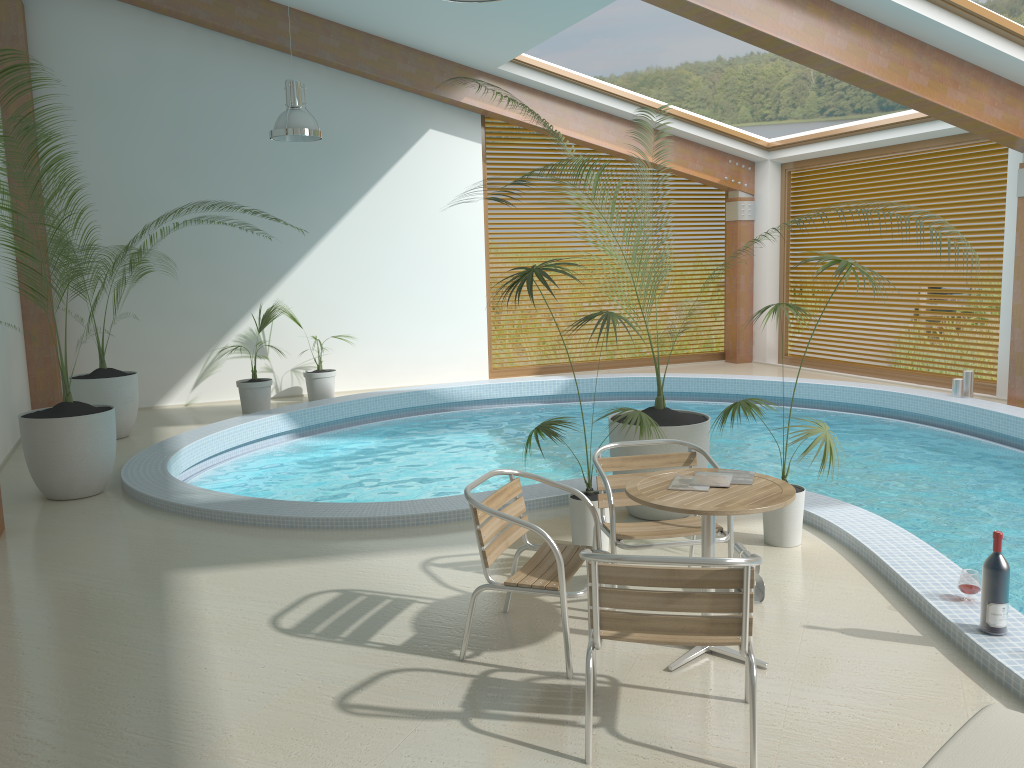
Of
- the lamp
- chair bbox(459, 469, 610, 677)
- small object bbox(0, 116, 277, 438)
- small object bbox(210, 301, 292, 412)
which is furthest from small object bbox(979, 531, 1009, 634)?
small object bbox(210, 301, 292, 412)

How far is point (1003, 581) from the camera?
3.7 meters

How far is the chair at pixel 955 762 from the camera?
2.2 meters

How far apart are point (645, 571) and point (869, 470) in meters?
5.7 m

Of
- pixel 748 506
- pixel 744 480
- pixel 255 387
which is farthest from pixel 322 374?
pixel 748 506

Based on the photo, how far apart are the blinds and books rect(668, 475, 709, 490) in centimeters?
849cm

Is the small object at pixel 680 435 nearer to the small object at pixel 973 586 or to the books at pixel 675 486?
the books at pixel 675 486

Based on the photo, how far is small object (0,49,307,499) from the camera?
6.42m

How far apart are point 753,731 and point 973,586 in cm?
175

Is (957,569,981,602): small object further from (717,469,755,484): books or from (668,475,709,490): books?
(668,475,709,490): books
